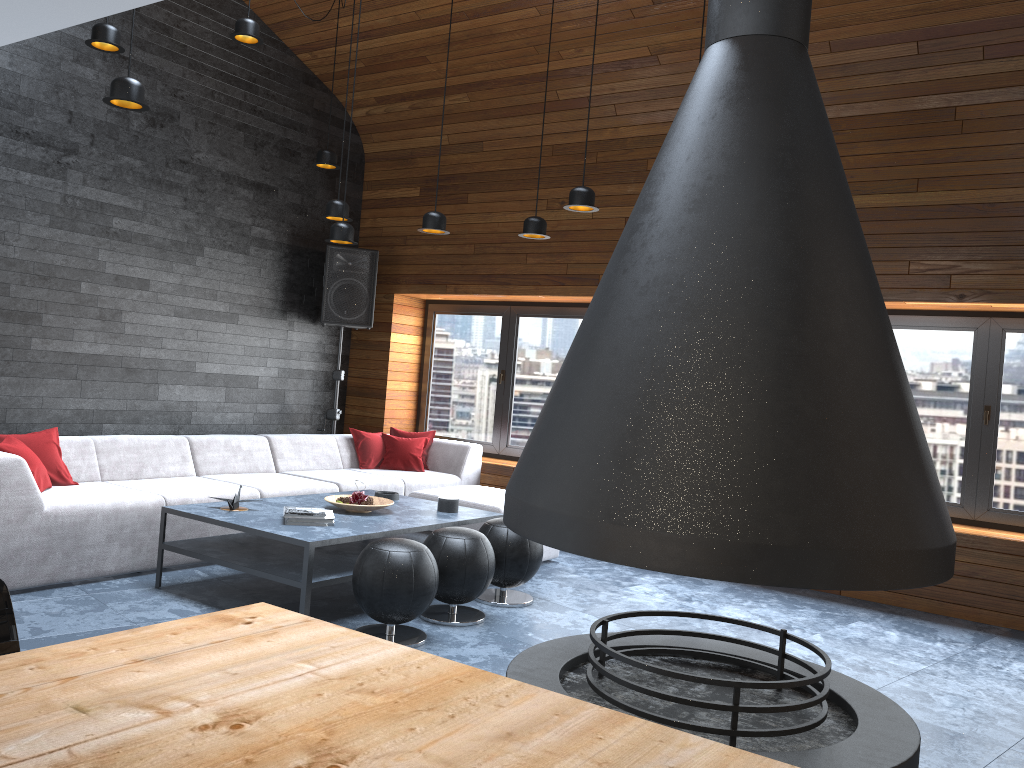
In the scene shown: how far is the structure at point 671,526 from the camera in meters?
1.9

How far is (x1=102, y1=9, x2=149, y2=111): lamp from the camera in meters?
4.2

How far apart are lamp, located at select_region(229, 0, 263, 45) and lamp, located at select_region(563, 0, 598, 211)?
2.29m

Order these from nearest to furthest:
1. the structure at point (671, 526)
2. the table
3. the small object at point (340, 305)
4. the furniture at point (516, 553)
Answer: the table, the structure at point (671, 526), the furniture at point (516, 553), the small object at point (340, 305)

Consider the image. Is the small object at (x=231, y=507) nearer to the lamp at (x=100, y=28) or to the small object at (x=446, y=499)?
the small object at (x=446, y=499)

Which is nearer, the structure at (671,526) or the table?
the table

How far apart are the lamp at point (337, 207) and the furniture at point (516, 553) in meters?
2.3 m

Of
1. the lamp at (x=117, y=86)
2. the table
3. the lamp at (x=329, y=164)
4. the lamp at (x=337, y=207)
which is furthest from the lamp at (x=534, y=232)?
the table

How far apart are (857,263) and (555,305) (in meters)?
5.57

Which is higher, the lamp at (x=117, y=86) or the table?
the lamp at (x=117, y=86)
